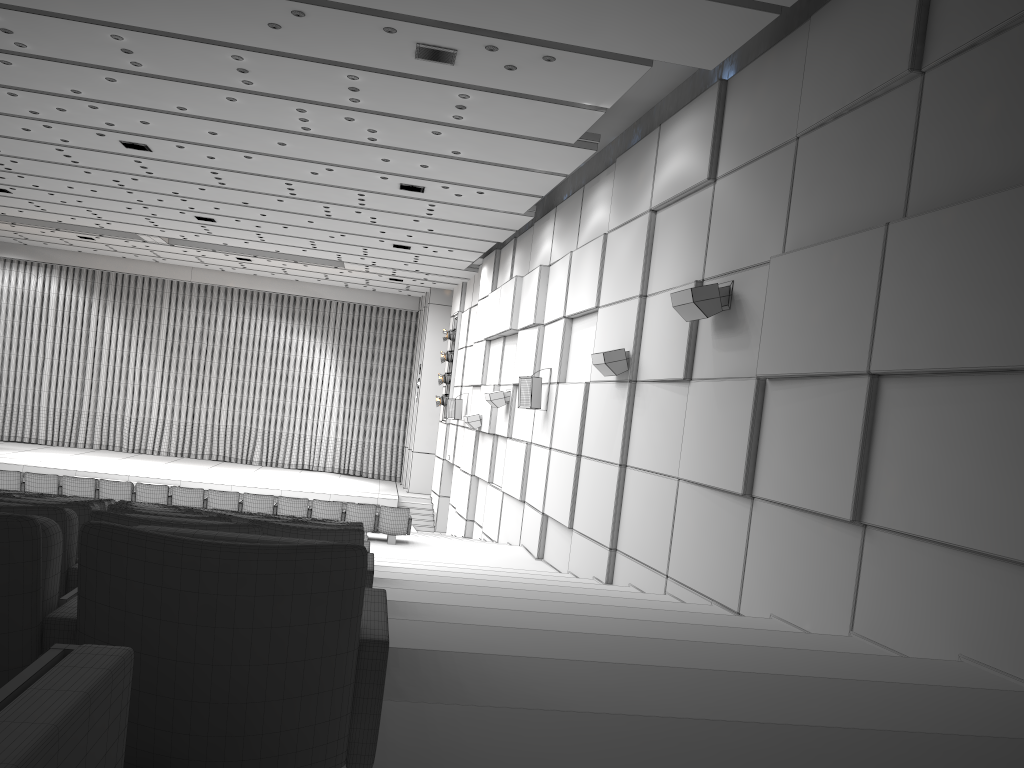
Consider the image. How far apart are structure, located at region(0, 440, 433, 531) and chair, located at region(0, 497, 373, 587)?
22.33m

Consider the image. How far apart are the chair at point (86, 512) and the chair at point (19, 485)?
10.7m

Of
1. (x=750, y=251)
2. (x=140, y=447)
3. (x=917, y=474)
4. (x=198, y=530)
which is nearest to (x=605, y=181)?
(x=750, y=251)

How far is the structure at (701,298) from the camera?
8.9 meters

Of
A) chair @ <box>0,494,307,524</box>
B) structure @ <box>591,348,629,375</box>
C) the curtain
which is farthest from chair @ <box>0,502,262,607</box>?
the curtain

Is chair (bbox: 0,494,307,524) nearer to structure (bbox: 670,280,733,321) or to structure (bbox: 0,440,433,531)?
structure (bbox: 670,280,733,321)

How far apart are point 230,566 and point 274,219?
19.4 meters

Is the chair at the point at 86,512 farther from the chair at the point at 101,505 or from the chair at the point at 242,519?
the chair at the point at 101,505

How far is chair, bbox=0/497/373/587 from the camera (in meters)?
3.55

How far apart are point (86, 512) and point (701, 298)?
6.6m
